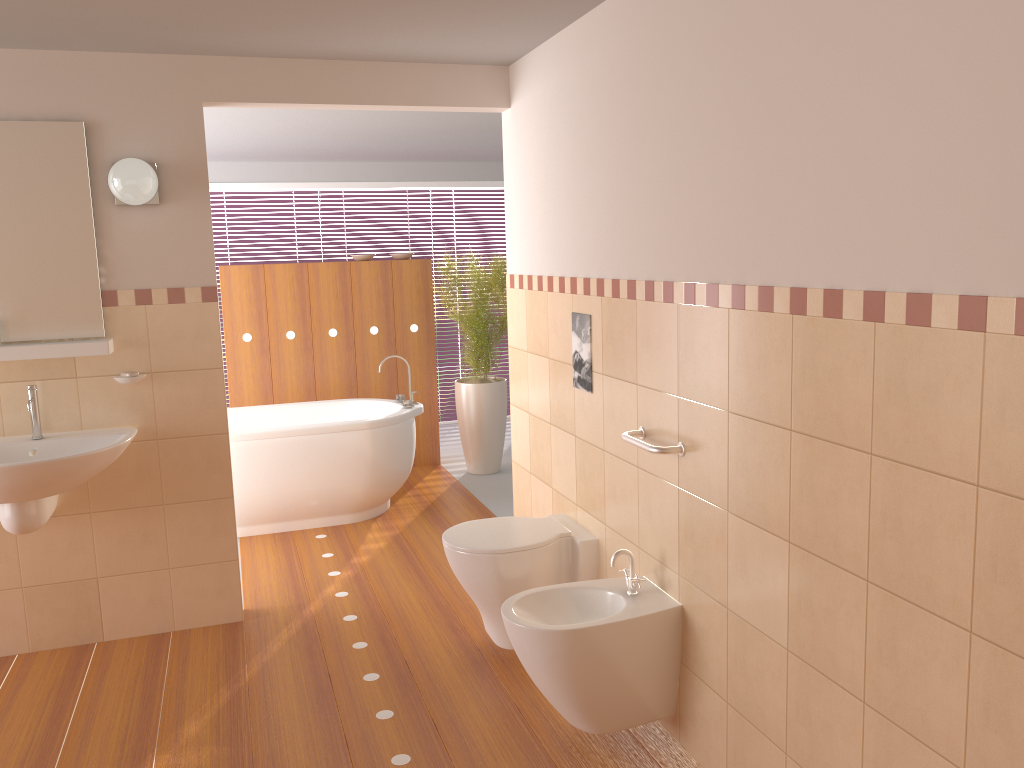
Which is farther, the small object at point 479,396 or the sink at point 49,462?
the small object at point 479,396

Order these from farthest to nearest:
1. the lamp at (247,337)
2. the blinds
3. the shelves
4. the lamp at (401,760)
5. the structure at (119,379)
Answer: the blinds → the lamp at (247,337) → the structure at (119,379) → the shelves → the lamp at (401,760)

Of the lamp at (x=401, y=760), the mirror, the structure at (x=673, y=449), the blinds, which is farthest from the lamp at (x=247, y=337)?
the structure at (x=673, y=449)

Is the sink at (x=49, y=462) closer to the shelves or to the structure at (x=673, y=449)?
the shelves

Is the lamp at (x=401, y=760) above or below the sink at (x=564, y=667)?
below

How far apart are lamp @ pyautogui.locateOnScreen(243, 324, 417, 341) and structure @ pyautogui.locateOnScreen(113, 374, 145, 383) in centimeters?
248cm

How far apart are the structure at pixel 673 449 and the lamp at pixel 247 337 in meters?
3.6 m

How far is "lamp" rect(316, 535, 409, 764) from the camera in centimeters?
265cm

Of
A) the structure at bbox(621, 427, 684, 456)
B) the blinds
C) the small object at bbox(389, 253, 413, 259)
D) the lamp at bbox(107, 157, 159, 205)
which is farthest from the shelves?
the blinds

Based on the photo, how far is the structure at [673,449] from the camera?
2.5m
